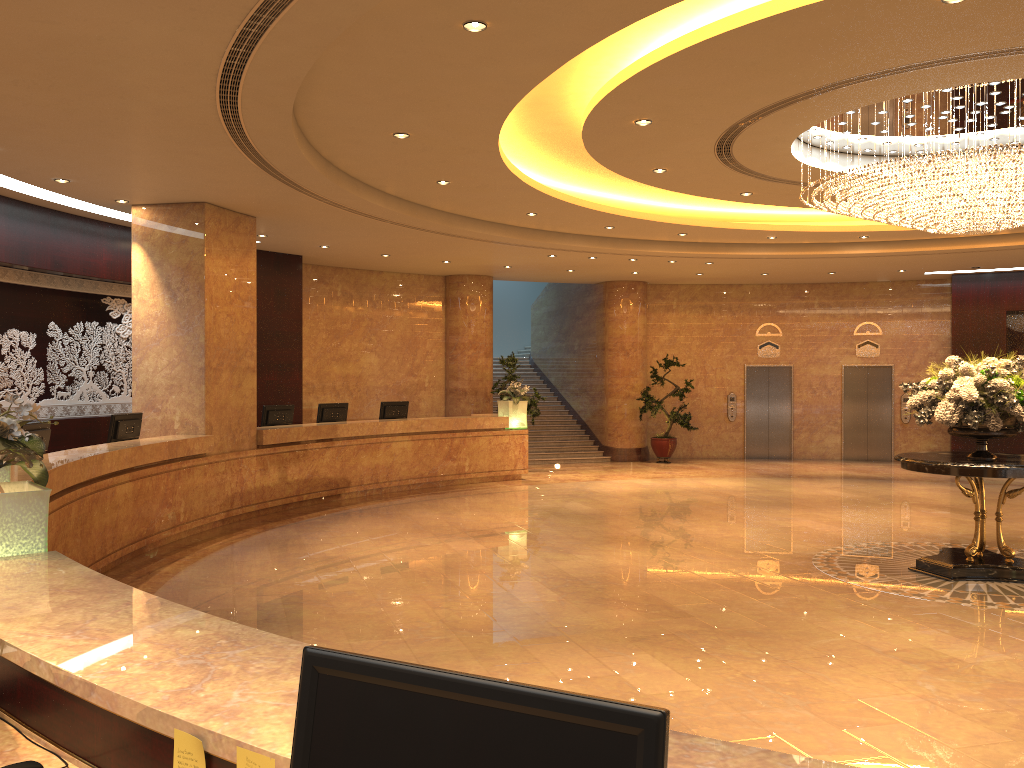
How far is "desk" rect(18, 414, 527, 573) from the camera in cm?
781

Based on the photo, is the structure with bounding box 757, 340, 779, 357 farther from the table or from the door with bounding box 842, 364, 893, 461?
the table

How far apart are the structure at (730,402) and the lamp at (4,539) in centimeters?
1777cm

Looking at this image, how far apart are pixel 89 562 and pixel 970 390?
8.0 meters

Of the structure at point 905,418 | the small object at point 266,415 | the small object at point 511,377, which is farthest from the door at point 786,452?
the small object at point 266,415

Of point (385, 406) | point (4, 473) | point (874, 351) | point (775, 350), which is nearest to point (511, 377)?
point (385, 406)

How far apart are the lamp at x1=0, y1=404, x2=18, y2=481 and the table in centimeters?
736cm

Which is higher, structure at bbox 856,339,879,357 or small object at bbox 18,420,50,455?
structure at bbox 856,339,879,357

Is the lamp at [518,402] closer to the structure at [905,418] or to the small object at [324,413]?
the small object at [324,413]

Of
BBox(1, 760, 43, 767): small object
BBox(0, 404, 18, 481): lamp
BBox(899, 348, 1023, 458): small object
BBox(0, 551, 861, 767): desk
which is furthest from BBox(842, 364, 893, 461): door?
BBox(1, 760, 43, 767): small object
